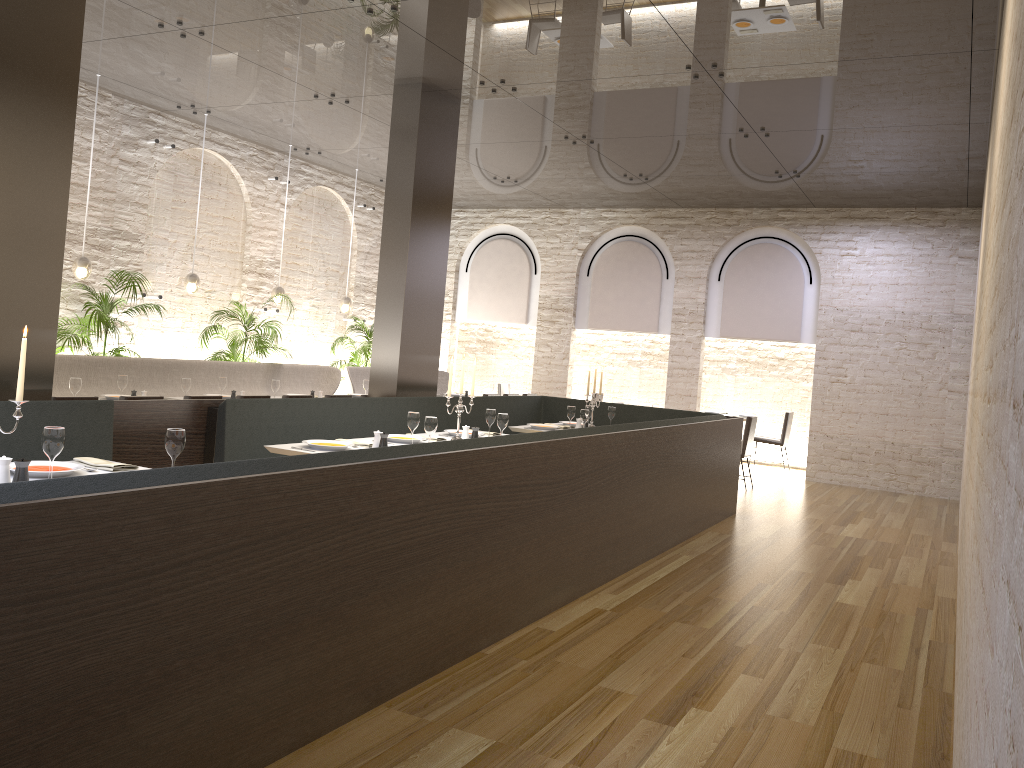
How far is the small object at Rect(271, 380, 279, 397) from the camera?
8.7 meters

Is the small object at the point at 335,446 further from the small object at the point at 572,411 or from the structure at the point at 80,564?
the small object at the point at 572,411

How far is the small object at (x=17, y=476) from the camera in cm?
340

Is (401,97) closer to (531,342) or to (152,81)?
(152,81)

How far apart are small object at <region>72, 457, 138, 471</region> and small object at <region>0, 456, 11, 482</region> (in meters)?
0.58

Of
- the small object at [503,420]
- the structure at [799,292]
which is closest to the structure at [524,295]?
the structure at [799,292]

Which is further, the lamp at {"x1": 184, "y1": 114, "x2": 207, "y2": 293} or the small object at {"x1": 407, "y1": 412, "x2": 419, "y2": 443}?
the lamp at {"x1": 184, "y1": 114, "x2": 207, "y2": 293}

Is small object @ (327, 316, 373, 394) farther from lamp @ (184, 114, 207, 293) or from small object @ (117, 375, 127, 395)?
small object @ (117, 375, 127, 395)

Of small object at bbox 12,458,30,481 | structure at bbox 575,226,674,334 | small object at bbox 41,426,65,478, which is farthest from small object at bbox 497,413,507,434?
structure at bbox 575,226,674,334

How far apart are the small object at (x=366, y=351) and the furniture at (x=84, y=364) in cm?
110
